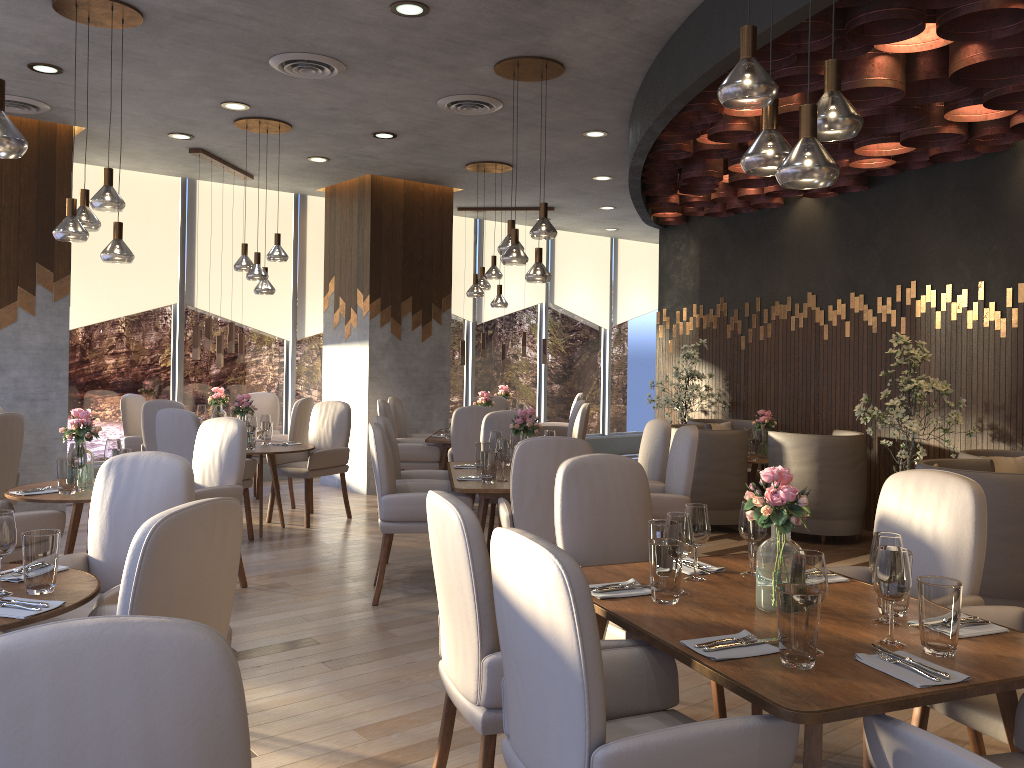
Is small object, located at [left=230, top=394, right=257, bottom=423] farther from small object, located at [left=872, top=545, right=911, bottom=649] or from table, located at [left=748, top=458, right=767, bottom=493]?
small object, located at [left=872, top=545, right=911, bottom=649]

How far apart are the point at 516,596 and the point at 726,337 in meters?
7.3

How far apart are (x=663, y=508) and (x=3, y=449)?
4.1m

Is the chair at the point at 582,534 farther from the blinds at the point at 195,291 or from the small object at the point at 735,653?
the blinds at the point at 195,291

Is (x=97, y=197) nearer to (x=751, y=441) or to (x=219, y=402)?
(x=219, y=402)

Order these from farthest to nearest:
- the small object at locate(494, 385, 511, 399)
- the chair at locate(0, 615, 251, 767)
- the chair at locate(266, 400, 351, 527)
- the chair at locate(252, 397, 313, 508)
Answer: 1. the small object at locate(494, 385, 511, 399)
2. the chair at locate(252, 397, 313, 508)
3. the chair at locate(266, 400, 351, 527)
4. the chair at locate(0, 615, 251, 767)

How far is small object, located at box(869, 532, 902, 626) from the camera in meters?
2.4 m

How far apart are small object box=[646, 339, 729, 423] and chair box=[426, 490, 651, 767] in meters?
6.1 m

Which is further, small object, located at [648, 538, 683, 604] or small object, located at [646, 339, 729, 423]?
small object, located at [646, 339, 729, 423]

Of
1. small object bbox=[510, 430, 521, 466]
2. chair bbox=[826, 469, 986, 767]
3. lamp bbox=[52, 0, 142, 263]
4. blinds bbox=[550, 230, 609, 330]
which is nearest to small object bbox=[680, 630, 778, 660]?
chair bbox=[826, 469, 986, 767]
